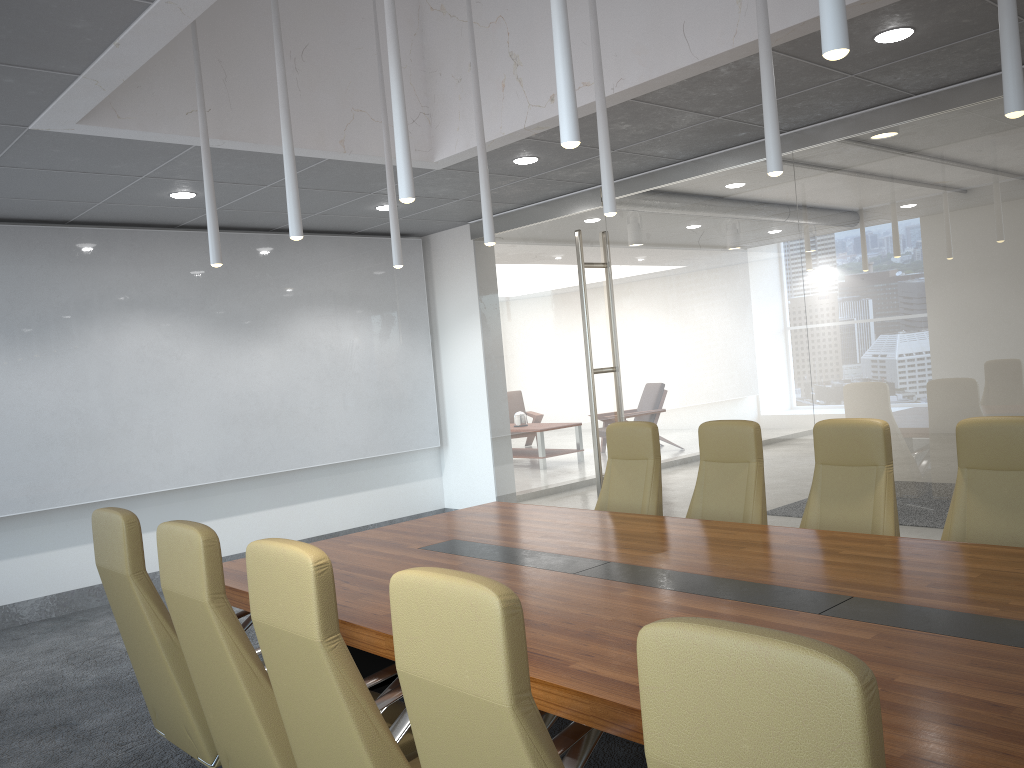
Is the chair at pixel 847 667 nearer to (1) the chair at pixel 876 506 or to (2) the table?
(2) the table

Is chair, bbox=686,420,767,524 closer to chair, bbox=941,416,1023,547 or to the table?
the table

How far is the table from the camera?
2.4m

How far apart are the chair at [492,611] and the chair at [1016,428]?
2.6m

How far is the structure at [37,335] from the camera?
7.7 meters

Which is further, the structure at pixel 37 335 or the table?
the structure at pixel 37 335

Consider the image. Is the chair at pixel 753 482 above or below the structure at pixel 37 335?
below

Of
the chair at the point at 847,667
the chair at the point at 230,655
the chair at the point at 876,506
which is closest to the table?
the chair at the point at 230,655

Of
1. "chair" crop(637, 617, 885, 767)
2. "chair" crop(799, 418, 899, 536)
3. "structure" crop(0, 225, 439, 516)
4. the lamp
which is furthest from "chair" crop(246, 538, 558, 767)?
"structure" crop(0, 225, 439, 516)

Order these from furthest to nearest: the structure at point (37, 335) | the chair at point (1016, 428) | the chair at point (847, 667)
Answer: the structure at point (37, 335) < the chair at point (1016, 428) < the chair at point (847, 667)
